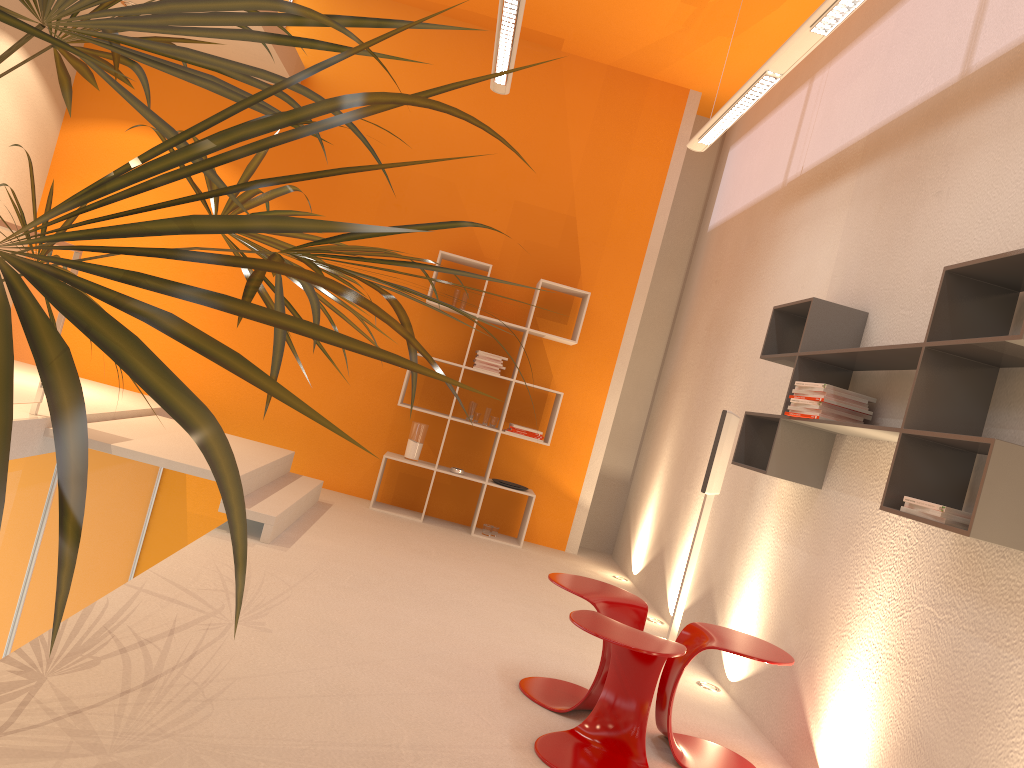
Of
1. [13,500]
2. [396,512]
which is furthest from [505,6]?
[396,512]

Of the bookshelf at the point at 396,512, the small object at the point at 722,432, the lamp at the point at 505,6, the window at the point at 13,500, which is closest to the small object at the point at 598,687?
the small object at the point at 722,432

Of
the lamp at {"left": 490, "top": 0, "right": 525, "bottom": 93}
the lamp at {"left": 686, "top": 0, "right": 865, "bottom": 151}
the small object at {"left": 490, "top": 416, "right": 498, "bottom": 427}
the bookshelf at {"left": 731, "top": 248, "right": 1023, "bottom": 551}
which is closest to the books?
the bookshelf at {"left": 731, "top": 248, "right": 1023, "bottom": 551}

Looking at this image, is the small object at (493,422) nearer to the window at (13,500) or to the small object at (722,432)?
the small object at (722,432)

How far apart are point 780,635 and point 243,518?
A: 3.6m

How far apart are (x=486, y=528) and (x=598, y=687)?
3.5m

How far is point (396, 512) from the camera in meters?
6.7

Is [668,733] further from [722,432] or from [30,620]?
[30,620]

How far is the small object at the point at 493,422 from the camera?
6.8m

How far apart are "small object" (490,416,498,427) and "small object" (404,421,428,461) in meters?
0.5 m
